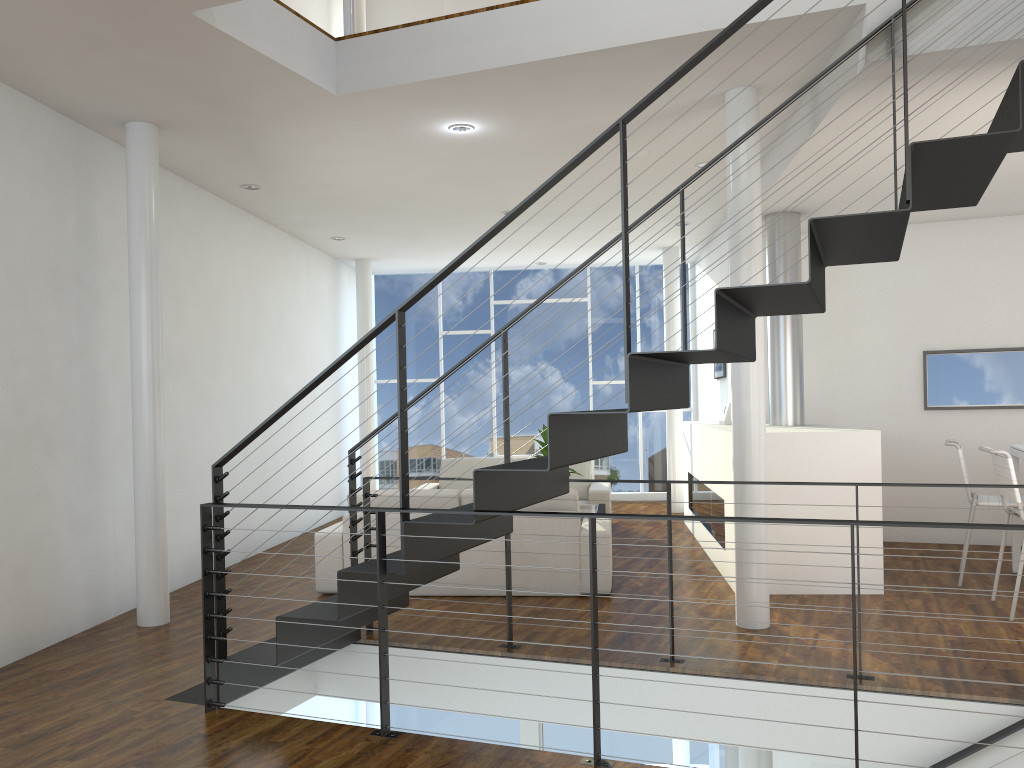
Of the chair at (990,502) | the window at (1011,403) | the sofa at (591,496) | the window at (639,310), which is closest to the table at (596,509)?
the sofa at (591,496)

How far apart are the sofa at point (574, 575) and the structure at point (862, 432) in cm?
66

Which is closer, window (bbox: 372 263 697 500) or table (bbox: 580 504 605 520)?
table (bbox: 580 504 605 520)

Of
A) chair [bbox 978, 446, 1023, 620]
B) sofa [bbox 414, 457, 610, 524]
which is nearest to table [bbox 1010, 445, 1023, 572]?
chair [bbox 978, 446, 1023, 620]

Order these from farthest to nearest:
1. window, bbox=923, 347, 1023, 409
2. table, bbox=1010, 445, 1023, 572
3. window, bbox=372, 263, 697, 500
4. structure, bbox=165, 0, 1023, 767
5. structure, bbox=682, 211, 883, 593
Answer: window, bbox=372, 263, 697, 500
window, bbox=923, 347, 1023, 409
table, bbox=1010, 445, 1023, 572
structure, bbox=682, 211, 883, 593
structure, bbox=165, 0, 1023, 767

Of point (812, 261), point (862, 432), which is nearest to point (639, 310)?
point (862, 432)

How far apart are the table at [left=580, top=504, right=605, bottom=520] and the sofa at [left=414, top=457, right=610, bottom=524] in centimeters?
59cm

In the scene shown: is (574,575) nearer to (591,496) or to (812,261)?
(591,496)

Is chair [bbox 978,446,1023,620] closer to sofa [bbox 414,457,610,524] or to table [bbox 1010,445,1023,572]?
table [bbox 1010,445,1023,572]

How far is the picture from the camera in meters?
7.0
